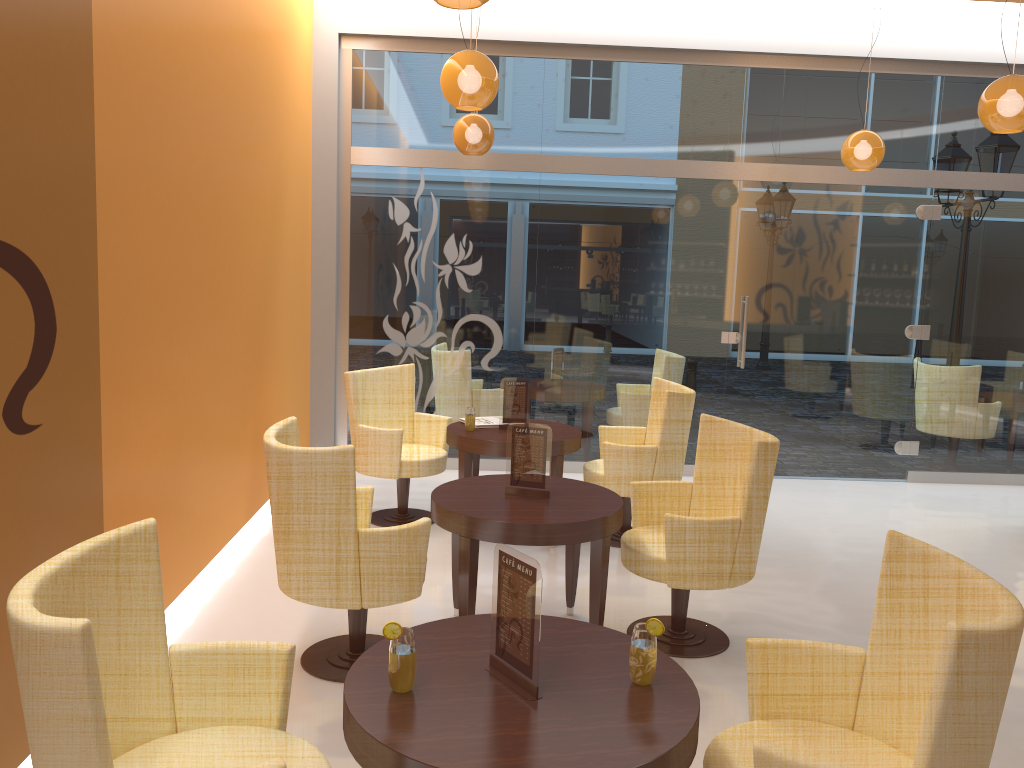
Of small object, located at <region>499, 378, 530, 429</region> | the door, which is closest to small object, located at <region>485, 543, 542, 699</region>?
small object, located at <region>499, 378, 530, 429</region>

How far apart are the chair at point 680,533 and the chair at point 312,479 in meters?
1.0

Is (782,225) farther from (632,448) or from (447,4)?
(447,4)

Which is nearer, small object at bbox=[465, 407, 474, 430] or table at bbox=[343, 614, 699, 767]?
table at bbox=[343, 614, 699, 767]

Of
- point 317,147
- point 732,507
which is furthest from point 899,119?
point 317,147

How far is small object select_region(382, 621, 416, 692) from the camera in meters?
2.1

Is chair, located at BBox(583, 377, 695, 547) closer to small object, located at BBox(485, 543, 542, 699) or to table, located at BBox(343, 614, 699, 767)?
table, located at BBox(343, 614, 699, 767)

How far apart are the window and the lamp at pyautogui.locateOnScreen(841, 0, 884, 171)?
0.9m

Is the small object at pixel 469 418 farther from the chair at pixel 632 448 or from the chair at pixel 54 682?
the chair at pixel 54 682

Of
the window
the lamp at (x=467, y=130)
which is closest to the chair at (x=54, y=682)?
the lamp at (x=467, y=130)
